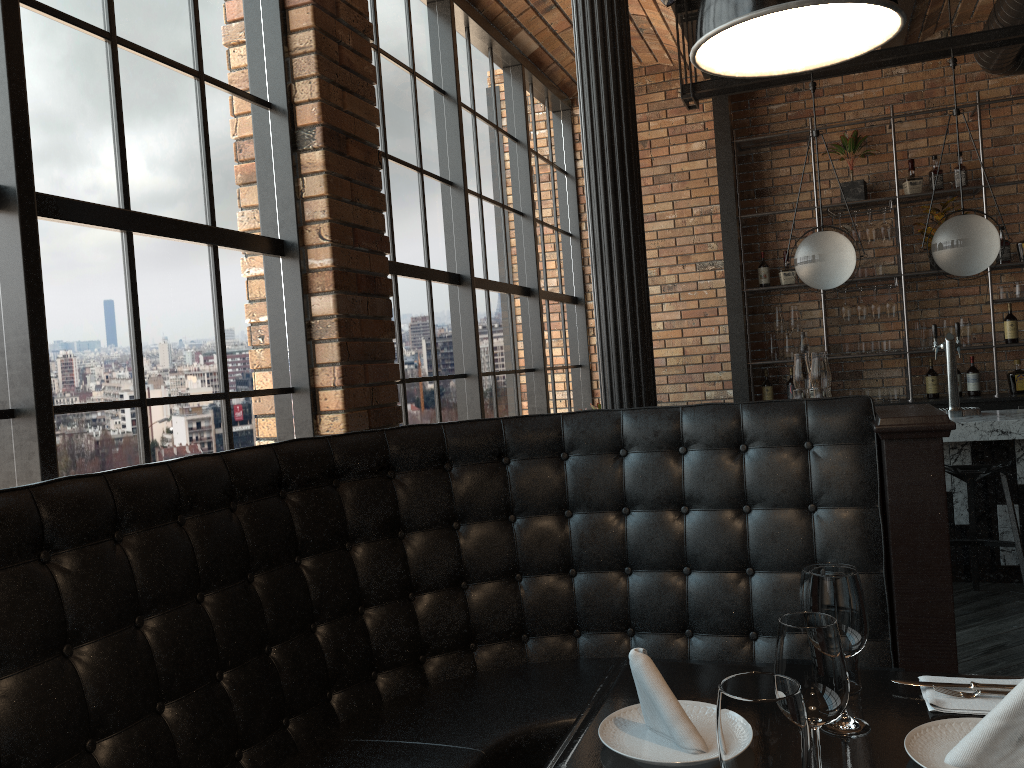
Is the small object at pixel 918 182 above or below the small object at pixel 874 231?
above

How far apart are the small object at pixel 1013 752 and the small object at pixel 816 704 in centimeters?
19cm

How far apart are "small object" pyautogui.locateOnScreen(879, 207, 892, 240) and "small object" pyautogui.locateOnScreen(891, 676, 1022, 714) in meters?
5.6

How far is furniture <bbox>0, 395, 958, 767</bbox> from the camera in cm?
166

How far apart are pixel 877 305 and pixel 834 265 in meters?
1.8

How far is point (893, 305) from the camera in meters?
6.6

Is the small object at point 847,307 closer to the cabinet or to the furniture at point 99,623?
the cabinet

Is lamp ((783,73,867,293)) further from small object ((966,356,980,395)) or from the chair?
small object ((966,356,980,395))

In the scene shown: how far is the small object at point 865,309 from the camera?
6.62m

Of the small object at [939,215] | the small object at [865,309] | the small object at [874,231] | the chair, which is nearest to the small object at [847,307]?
the small object at [865,309]
